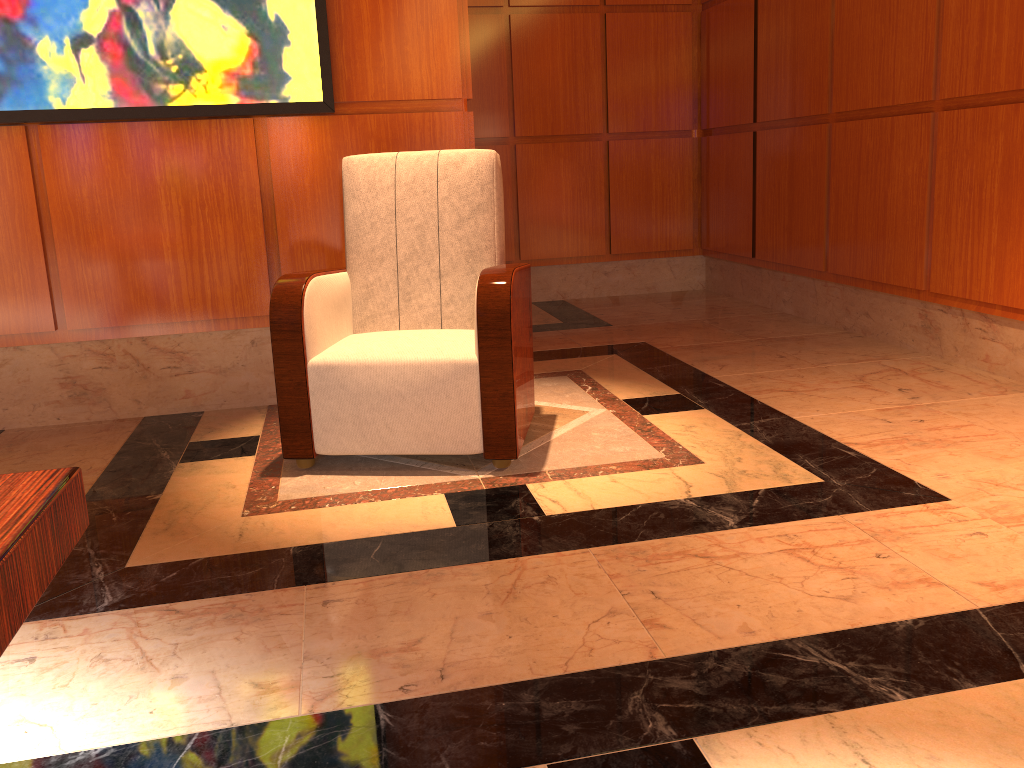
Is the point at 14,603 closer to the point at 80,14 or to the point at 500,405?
the point at 500,405

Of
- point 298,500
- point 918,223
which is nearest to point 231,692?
point 298,500

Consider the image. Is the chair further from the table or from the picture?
the table

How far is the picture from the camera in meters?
3.1

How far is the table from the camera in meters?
0.9 m

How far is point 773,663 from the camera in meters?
1.6

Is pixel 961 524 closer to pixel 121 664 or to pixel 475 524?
pixel 475 524

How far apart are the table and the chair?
1.5m

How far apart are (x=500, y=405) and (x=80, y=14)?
2.0 meters

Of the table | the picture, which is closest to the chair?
the picture
